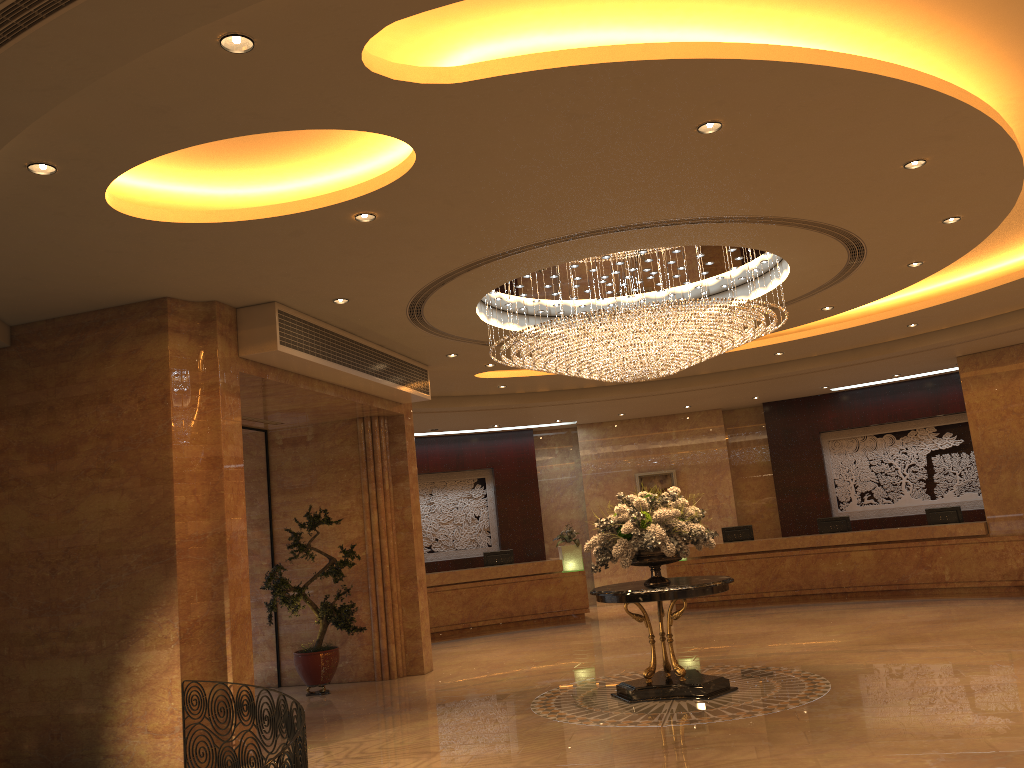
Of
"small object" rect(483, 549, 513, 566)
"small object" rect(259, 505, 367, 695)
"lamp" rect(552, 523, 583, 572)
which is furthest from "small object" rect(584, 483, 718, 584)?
"small object" rect(483, 549, 513, 566)

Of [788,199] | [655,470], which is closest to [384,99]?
[788,199]

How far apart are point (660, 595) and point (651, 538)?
0.56m

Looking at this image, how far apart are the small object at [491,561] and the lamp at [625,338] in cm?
757

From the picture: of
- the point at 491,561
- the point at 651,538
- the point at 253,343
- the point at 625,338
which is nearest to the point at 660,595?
the point at 651,538

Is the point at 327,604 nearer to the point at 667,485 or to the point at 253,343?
the point at 253,343

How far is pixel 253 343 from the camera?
8.5 meters

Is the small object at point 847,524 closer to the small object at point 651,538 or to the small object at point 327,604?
the small object at point 651,538

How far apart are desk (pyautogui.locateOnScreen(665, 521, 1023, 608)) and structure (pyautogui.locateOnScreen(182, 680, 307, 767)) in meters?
11.3 m

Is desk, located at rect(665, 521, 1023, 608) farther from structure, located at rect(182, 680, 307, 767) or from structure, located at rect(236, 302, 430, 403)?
structure, located at rect(182, 680, 307, 767)
